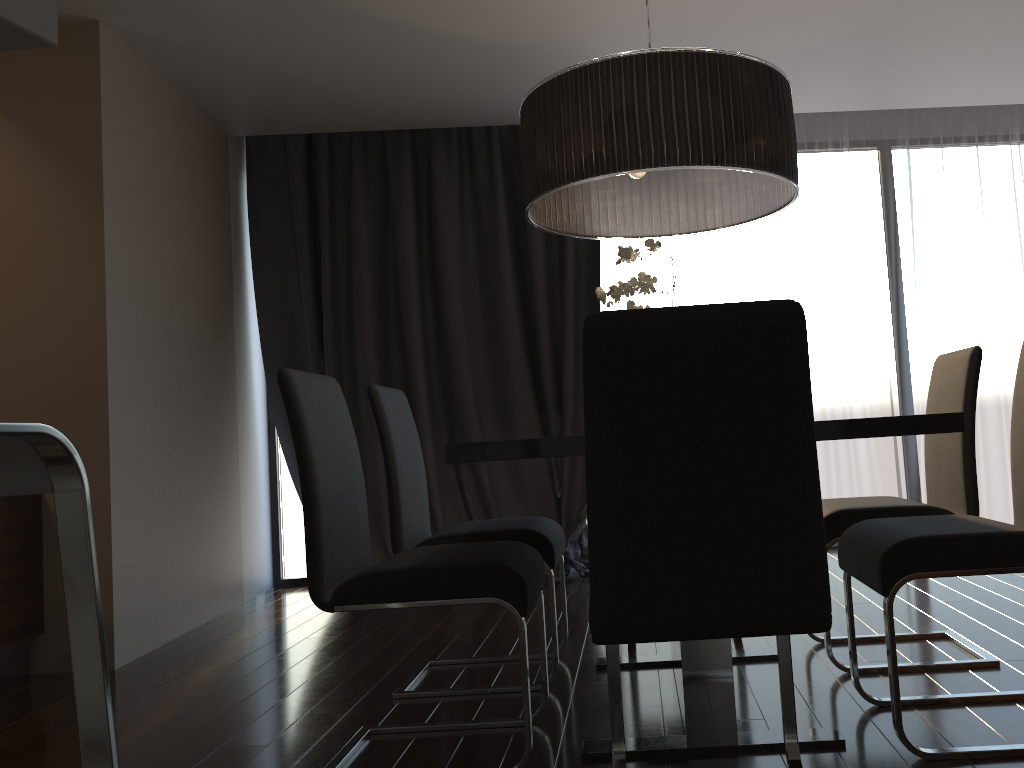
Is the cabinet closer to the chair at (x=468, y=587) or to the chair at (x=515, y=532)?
the chair at (x=515, y=532)

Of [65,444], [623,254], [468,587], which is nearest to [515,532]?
[468,587]

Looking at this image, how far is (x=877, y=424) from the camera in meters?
1.7 m

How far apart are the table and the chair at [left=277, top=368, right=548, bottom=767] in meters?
0.2

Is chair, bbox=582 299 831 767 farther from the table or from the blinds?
the blinds

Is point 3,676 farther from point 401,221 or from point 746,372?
point 746,372

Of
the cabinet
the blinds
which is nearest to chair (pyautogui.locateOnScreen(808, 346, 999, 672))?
the blinds

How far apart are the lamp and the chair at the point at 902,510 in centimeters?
70cm

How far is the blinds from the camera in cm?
505

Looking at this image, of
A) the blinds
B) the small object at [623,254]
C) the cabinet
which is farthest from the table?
the cabinet
